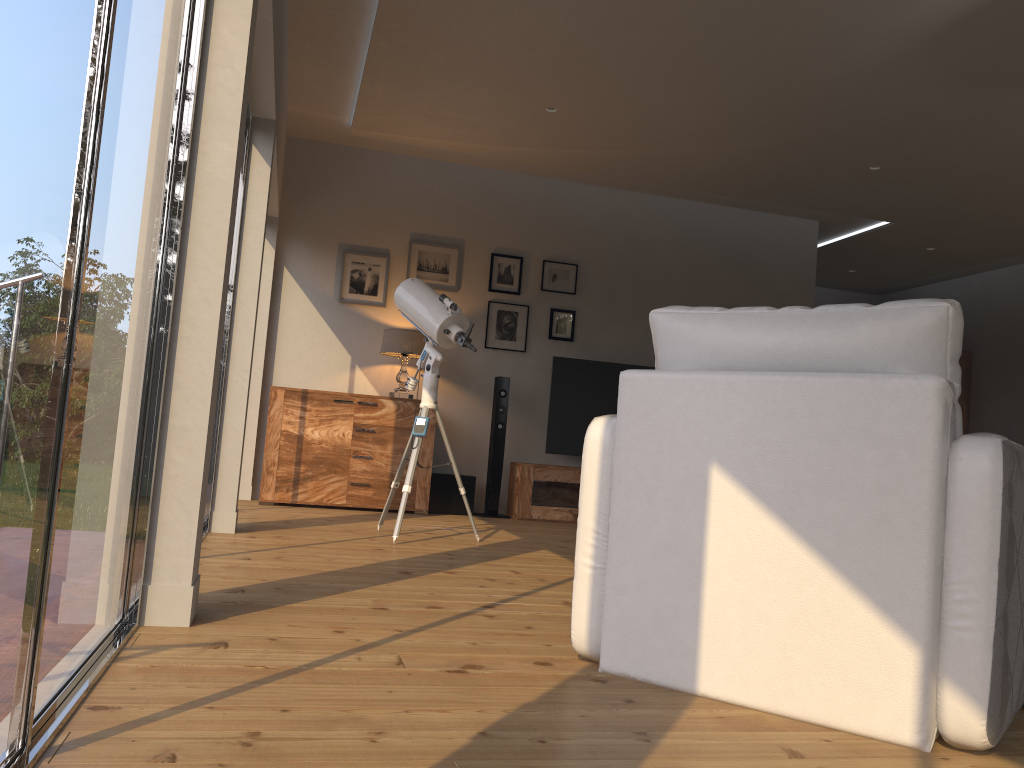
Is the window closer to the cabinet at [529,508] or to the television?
the cabinet at [529,508]

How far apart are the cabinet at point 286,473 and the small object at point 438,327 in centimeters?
140cm

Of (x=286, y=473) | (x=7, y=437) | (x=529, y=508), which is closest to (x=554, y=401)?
(x=529, y=508)

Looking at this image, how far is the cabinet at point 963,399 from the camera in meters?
9.4 m

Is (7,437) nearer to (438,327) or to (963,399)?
(438,327)

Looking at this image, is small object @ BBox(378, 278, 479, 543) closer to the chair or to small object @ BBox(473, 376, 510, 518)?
small object @ BBox(473, 376, 510, 518)

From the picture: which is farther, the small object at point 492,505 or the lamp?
the small object at point 492,505

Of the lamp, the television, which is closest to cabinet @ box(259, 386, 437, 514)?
the lamp

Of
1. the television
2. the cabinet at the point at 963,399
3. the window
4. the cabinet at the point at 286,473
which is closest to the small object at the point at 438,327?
the cabinet at the point at 286,473

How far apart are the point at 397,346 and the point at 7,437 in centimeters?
543cm
